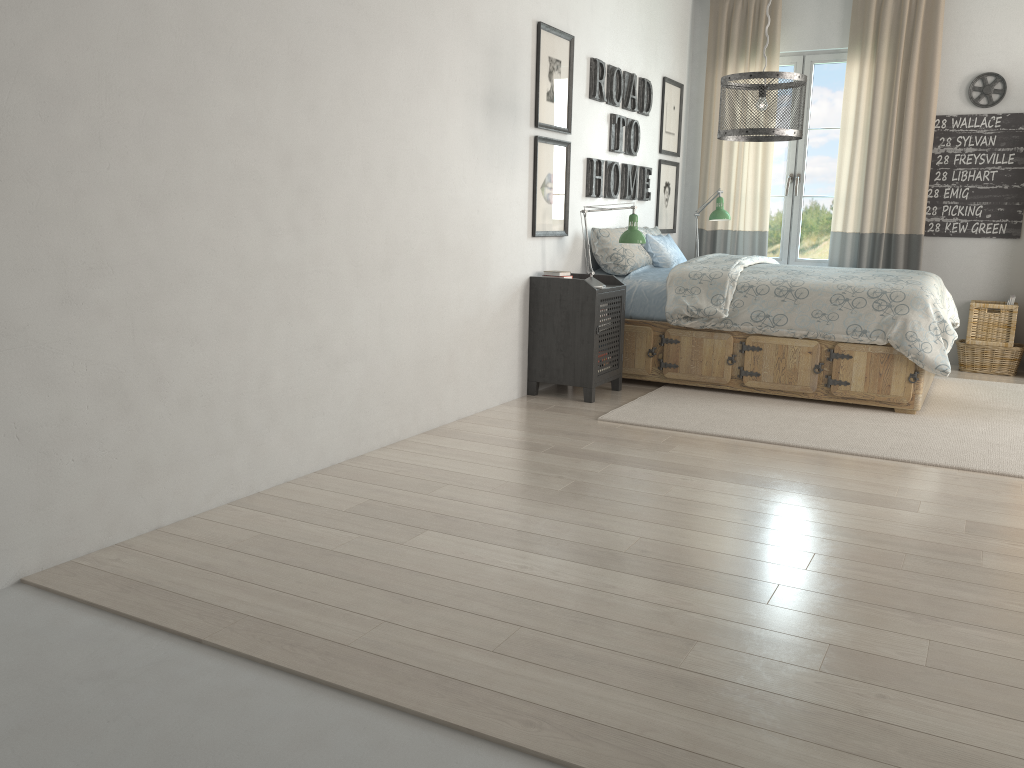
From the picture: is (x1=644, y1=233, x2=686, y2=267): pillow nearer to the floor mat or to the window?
the floor mat

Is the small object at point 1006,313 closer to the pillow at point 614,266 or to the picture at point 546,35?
the pillow at point 614,266

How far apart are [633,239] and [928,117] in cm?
253

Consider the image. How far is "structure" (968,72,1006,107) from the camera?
5.8m

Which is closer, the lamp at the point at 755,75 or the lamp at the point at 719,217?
the lamp at the point at 755,75

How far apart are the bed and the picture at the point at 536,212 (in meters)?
0.46

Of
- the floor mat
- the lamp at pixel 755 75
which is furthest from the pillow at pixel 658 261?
the lamp at pixel 755 75

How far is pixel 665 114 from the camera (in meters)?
6.26

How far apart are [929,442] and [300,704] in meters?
3.1 m

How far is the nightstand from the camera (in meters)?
4.59
